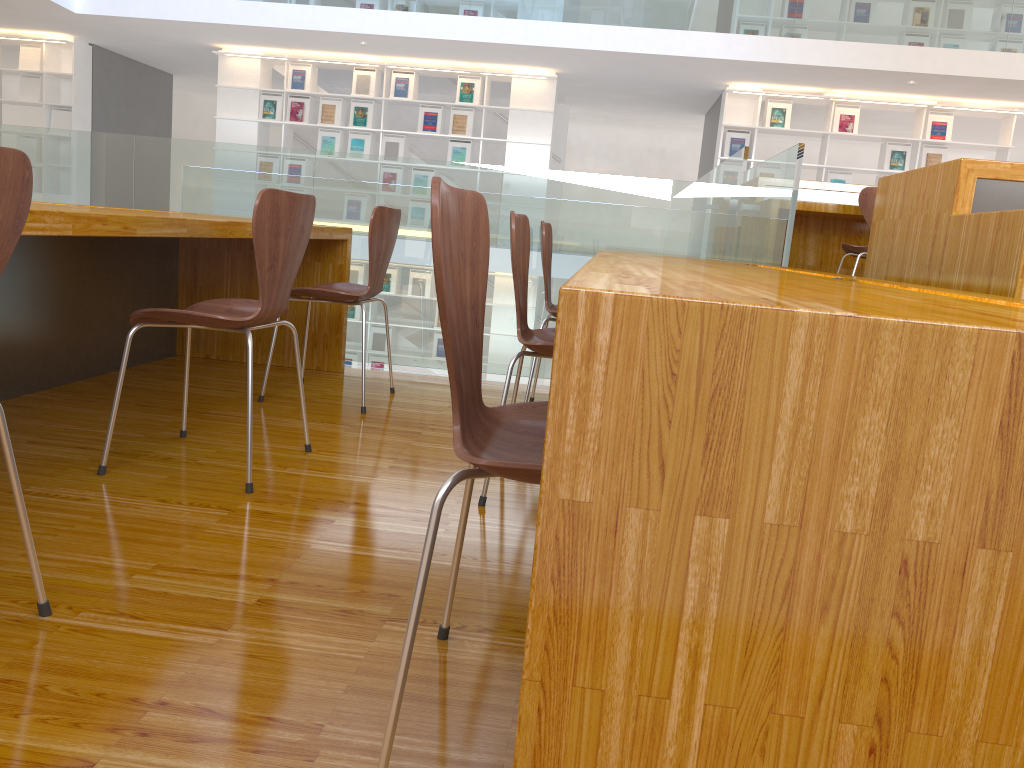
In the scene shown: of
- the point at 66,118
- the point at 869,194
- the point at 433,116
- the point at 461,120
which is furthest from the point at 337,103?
the point at 869,194

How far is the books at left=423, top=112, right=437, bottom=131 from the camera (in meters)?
9.41

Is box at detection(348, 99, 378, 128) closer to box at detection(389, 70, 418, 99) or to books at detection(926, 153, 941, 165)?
box at detection(389, 70, 418, 99)

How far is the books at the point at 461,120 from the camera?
9.4m

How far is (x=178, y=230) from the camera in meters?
2.2 m

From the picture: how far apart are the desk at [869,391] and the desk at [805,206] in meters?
2.0 m

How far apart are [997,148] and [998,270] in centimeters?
810cm

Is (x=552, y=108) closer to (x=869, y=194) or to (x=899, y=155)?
(x=899, y=155)

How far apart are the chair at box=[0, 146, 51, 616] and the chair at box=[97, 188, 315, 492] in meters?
0.7

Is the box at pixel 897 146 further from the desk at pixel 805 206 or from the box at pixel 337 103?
the box at pixel 337 103
